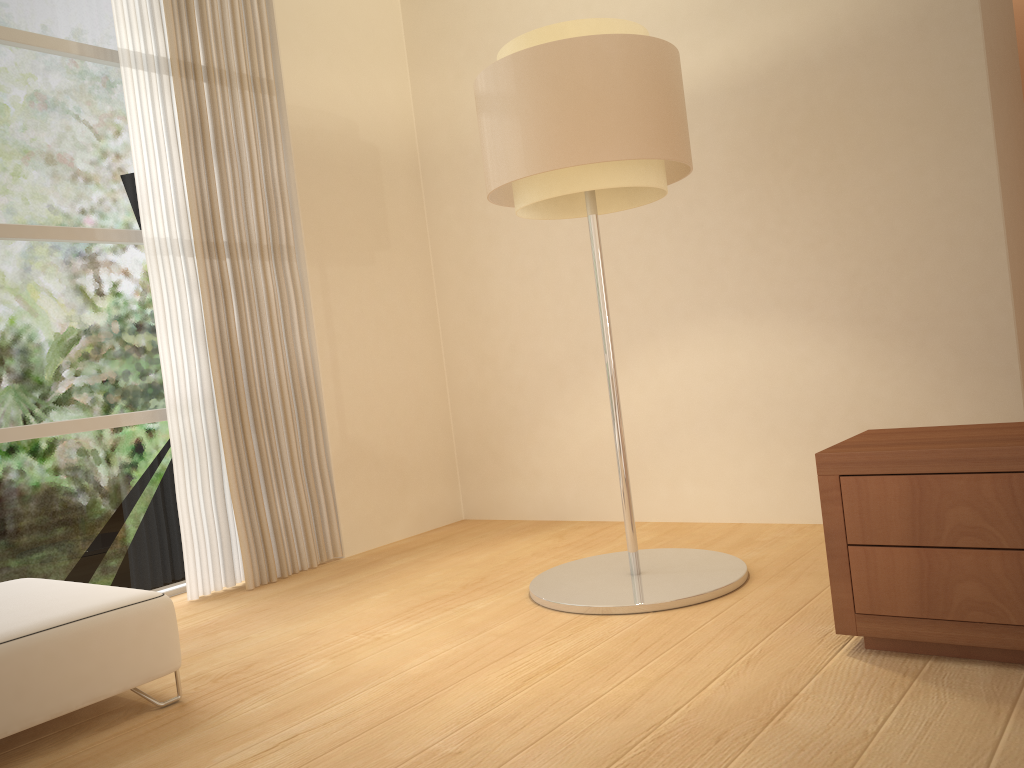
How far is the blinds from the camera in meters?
4.0 m

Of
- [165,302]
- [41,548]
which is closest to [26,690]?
[41,548]

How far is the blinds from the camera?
4.03m

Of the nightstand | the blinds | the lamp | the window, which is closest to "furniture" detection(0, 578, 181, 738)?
the window

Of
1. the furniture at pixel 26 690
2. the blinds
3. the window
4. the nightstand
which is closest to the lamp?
the nightstand

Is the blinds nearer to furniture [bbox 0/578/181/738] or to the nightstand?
furniture [bbox 0/578/181/738]

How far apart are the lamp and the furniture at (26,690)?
1.23m

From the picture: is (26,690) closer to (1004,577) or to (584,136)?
(584,136)

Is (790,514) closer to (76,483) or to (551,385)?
(551,385)

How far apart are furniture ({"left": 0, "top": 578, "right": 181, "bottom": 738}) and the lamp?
1.2 meters
